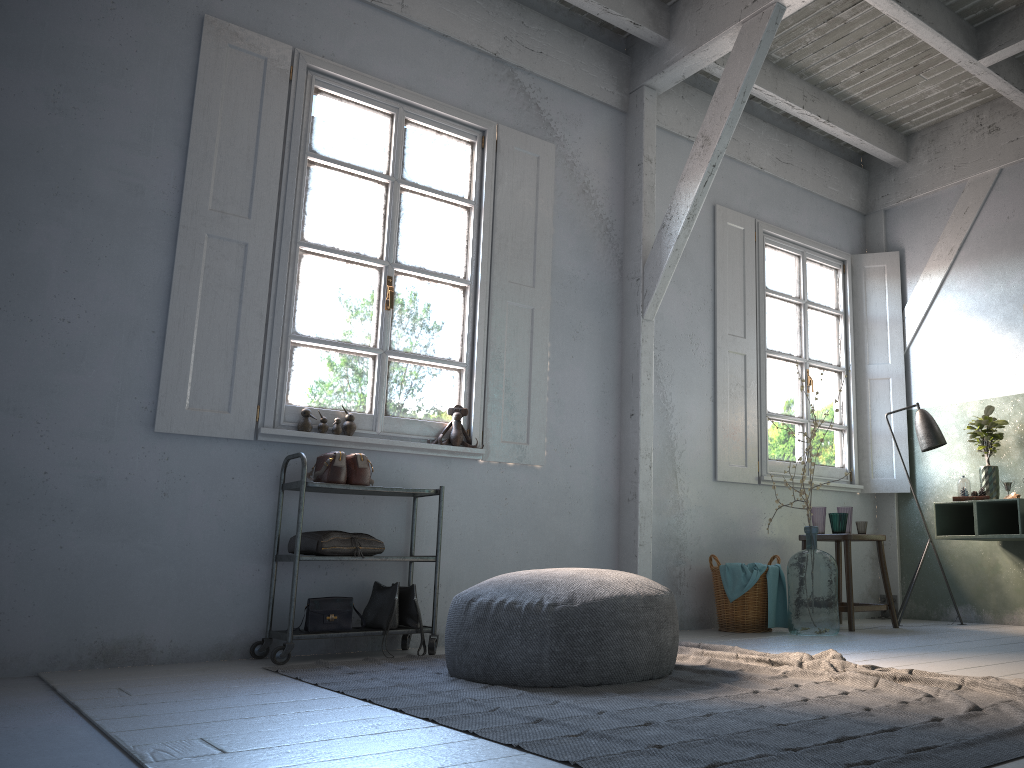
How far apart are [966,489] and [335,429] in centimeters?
438cm

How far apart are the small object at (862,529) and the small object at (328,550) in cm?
356

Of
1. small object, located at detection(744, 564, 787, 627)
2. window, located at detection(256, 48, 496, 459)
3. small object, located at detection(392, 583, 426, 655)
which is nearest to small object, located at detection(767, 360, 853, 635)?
small object, located at detection(744, 564, 787, 627)

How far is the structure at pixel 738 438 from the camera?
6.6 meters

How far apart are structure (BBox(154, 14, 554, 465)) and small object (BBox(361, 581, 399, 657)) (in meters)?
1.06

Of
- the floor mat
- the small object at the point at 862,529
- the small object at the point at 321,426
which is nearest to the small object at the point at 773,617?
the small object at the point at 862,529

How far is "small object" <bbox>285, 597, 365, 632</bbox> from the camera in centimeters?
451cm

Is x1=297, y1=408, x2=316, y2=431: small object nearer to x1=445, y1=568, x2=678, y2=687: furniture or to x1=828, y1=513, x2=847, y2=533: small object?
x1=445, y1=568, x2=678, y2=687: furniture

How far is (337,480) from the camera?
4.6m

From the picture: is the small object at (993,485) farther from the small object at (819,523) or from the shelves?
the shelves
